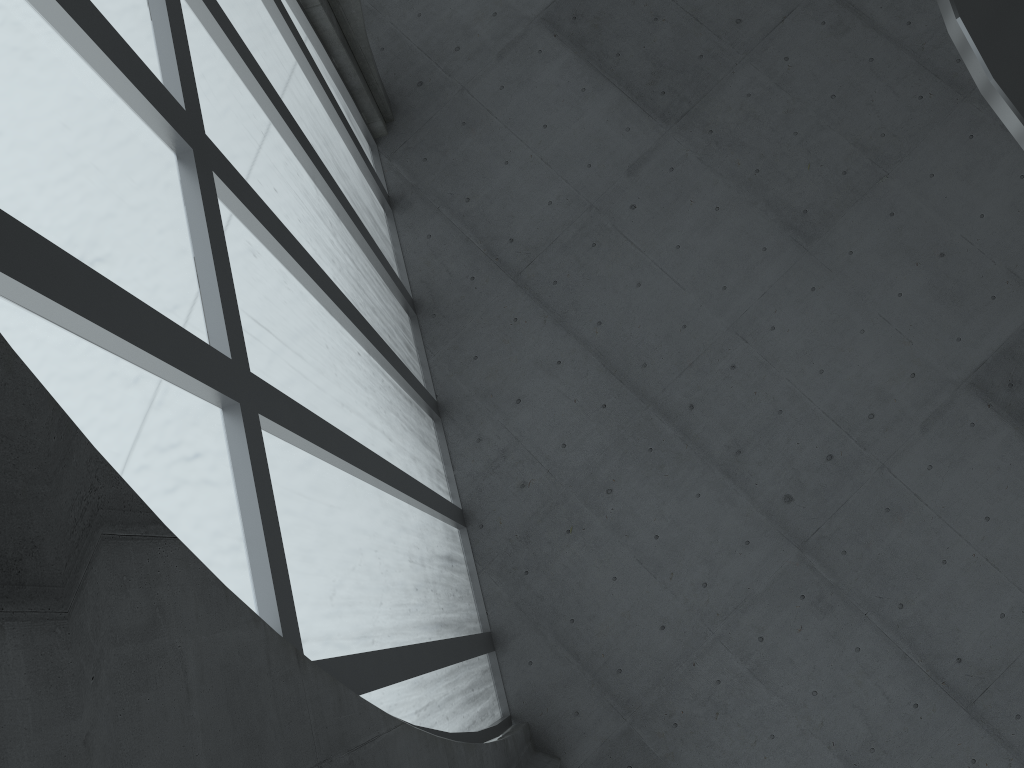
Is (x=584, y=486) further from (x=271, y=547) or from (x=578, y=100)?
(x=271, y=547)
